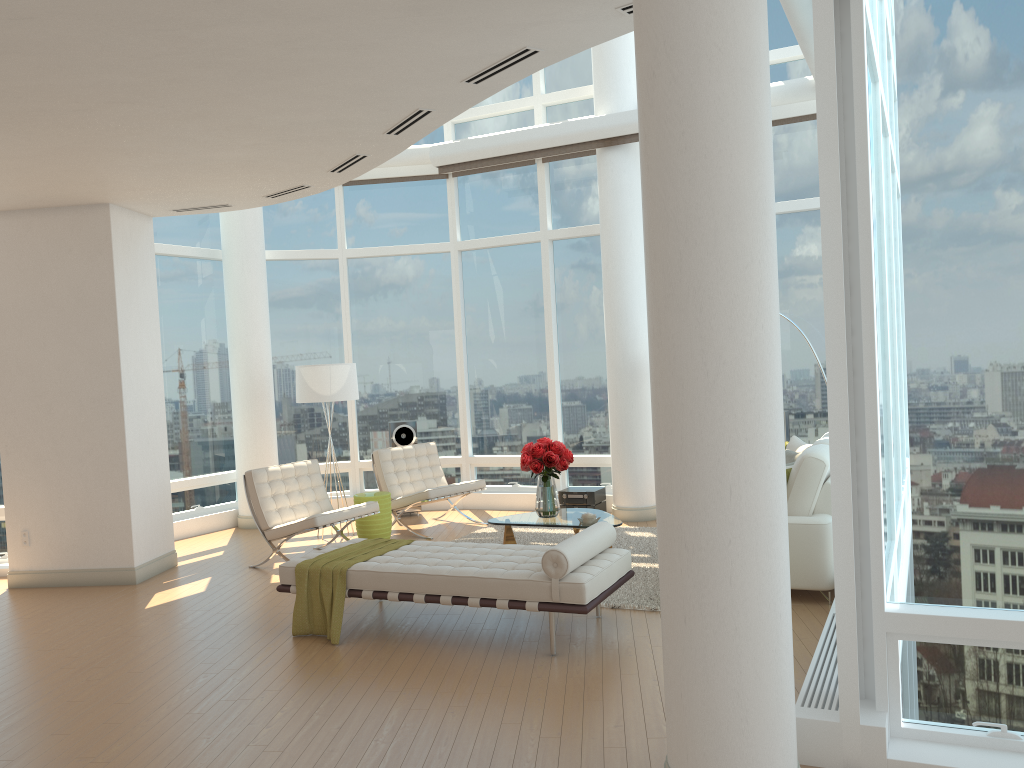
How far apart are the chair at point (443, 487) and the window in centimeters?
105cm

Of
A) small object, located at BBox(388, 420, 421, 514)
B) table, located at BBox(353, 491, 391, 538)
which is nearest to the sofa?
table, located at BBox(353, 491, 391, 538)

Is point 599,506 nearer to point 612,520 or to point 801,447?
point 612,520

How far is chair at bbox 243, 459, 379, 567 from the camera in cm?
808

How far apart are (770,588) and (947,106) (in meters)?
2.16

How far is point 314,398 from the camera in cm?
941

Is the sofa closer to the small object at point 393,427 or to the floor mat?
the floor mat

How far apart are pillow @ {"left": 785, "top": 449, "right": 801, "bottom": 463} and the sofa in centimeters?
32cm

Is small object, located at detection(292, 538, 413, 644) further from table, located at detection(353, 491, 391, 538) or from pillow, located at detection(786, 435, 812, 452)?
pillow, located at detection(786, 435, 812, 452)

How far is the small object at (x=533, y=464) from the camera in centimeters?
776cm
